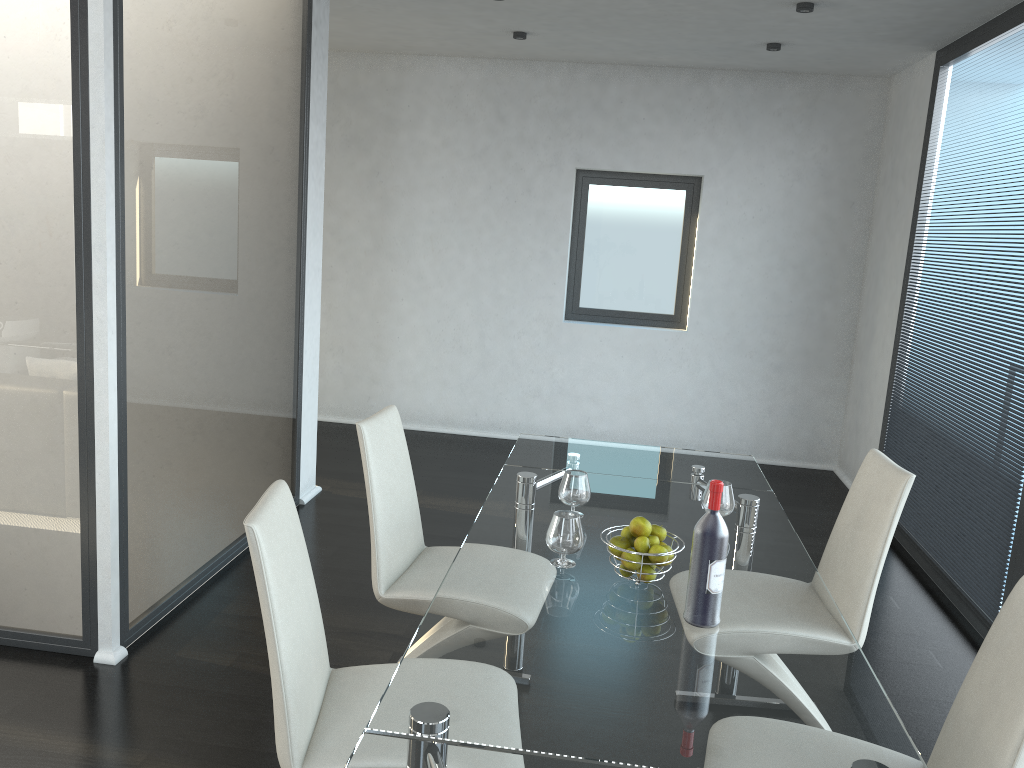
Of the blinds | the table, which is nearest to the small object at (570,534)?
the table

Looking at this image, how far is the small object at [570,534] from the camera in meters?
2.2 m

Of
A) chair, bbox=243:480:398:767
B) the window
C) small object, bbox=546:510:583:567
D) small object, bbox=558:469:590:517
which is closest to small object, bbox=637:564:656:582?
small object, bbox=546:510:583:567

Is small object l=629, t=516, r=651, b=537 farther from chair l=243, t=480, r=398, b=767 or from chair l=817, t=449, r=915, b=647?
chair l=817, t=449, r=915, b=647

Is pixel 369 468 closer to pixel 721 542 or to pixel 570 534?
pixel 570 534

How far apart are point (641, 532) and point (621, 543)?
0.1 meters

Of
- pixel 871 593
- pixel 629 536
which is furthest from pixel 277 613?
pixel 871 593

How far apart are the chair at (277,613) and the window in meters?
4.7

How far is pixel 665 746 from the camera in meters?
1.5 m

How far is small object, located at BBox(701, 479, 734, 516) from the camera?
2.60m
